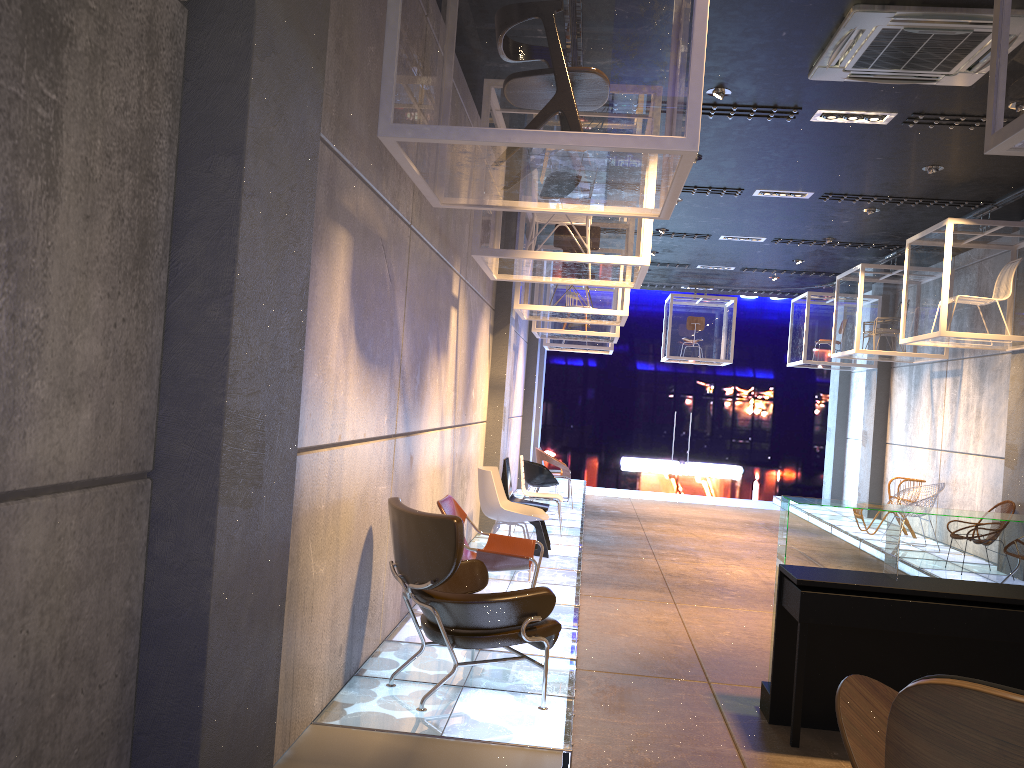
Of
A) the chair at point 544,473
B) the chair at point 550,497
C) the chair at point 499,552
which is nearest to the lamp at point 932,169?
the chair at point 550,497

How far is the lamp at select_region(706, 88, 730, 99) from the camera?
6.6m

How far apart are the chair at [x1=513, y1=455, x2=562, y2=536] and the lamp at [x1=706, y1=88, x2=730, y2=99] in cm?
464

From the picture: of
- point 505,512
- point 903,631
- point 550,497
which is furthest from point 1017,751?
point 550,497

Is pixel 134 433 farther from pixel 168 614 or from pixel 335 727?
pixel 335 727

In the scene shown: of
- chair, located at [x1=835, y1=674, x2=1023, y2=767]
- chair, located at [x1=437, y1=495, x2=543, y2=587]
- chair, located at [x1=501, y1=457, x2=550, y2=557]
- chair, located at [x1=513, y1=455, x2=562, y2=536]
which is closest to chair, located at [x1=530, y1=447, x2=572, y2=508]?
chair, located at [x1=513, y1=455, x2=562, y2=536]

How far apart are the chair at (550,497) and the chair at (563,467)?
2.41m

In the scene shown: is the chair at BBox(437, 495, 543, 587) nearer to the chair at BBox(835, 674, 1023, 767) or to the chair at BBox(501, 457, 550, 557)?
the chair at BBox(501, 457, 550, 557)

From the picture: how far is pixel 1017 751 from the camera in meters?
1.2 m

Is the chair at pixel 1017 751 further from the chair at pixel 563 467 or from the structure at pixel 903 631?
the chair at pixel 563 467
